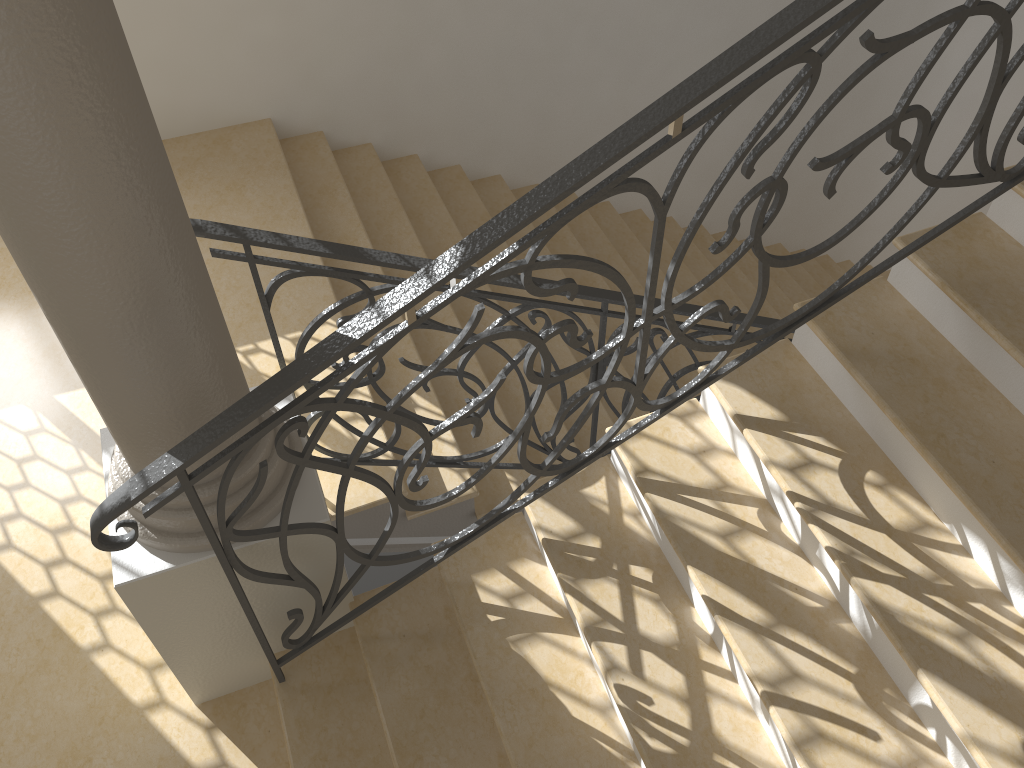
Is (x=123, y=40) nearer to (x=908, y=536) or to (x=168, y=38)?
(x=908, y=536)

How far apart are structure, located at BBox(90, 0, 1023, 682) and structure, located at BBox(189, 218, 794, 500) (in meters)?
0.71

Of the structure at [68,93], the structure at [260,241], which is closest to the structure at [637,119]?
the structure at [68,93]

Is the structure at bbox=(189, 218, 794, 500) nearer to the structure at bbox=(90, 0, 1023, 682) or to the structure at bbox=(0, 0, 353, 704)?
the structure at bbox=(0, 0, 353, 704)

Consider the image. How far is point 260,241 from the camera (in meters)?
2.57

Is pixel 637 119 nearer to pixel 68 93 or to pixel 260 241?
pixel 68 93

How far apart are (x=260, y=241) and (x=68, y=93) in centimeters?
98cm

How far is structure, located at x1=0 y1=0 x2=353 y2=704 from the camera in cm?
160

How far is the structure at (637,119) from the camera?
1.84m

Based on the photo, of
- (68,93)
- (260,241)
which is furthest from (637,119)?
(260,241)
